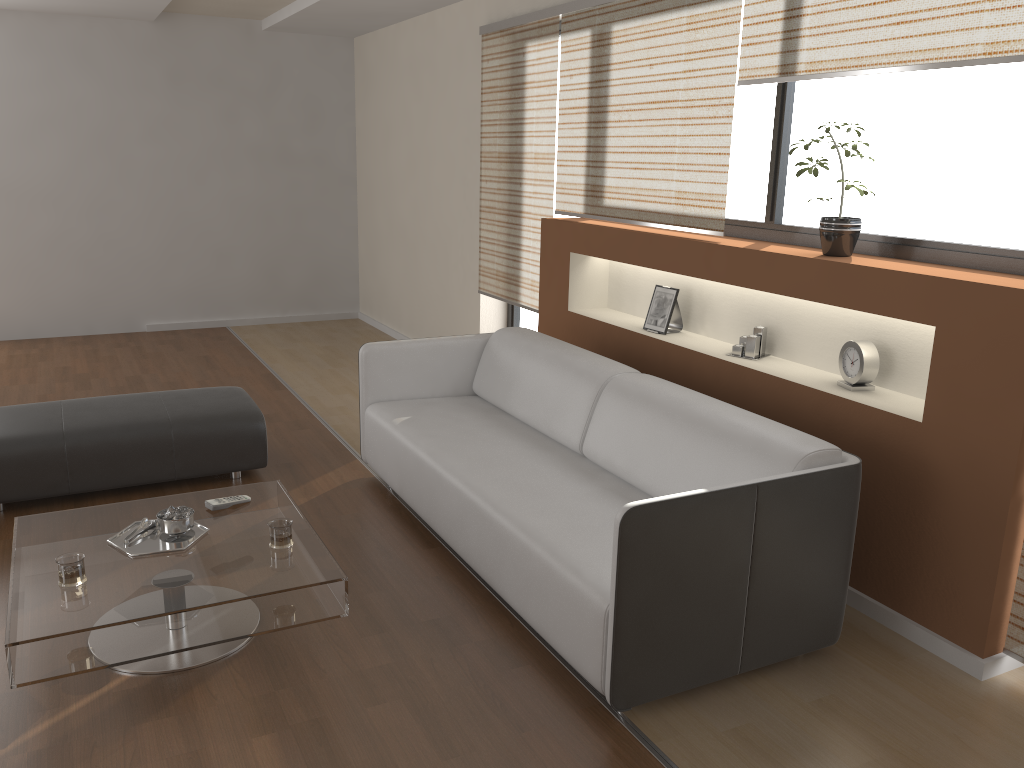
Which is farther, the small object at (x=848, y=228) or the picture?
the picture

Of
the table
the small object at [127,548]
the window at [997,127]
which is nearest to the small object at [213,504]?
the table

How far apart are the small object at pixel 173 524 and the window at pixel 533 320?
3.3 meters

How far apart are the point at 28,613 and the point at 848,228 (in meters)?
2.91

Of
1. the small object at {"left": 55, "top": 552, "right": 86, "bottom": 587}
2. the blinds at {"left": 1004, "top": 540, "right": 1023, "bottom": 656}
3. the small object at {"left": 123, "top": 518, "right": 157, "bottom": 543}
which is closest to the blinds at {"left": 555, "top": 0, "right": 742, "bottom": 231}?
the blinds at {"left": 1004, "top": 540, "right": 1023, "bottom": 656}

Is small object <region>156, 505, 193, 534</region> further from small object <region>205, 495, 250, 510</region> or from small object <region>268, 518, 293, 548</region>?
small object <region>268, 518, 293, 548</region>

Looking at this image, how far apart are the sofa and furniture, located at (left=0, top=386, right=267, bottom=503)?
0.5m

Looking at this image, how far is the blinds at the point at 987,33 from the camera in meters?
2.6

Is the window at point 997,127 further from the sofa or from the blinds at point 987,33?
the sofa

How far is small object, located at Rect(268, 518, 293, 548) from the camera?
2.8 meters
